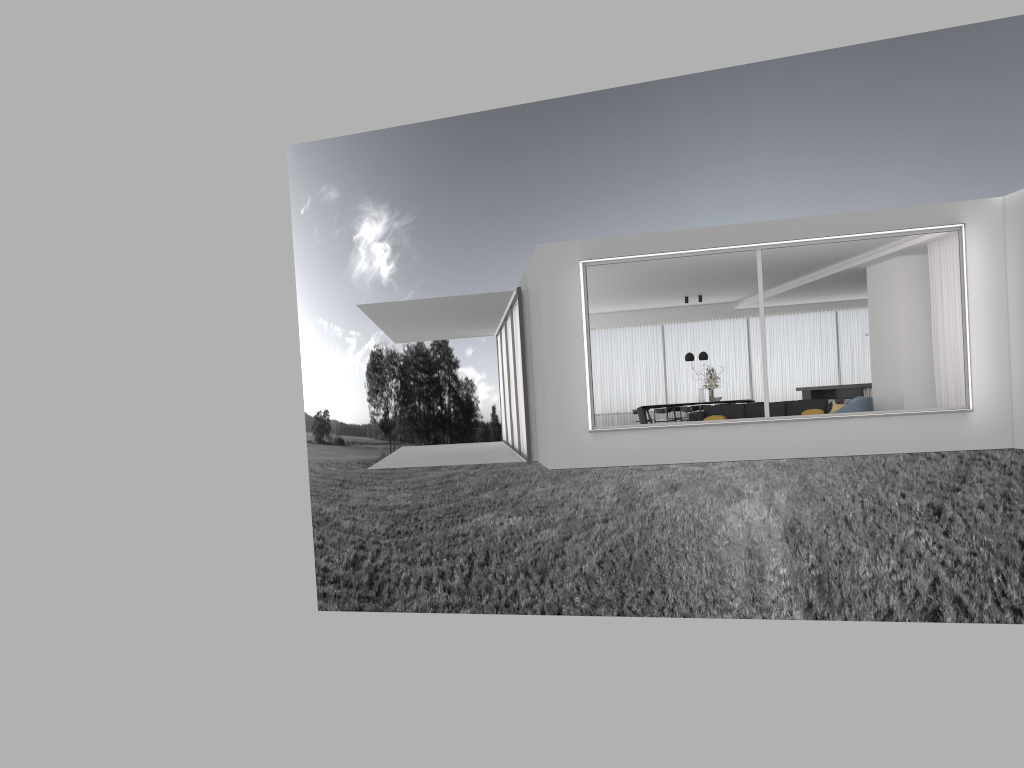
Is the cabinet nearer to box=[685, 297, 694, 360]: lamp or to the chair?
box=[685, 297, 694, 360]: lamp

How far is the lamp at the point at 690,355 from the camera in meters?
19.7

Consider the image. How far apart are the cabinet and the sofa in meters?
1.4

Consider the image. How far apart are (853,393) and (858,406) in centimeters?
503cm

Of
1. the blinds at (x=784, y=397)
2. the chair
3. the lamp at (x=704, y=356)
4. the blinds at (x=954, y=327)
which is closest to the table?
the lamp at (x=704, y=356)

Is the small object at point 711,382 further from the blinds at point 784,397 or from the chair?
the chair

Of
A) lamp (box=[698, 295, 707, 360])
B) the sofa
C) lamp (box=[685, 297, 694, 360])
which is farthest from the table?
the sofa

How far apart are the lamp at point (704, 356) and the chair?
6.8 meters

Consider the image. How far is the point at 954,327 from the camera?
12.1 meters

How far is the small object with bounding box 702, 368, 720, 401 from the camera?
19.6m
